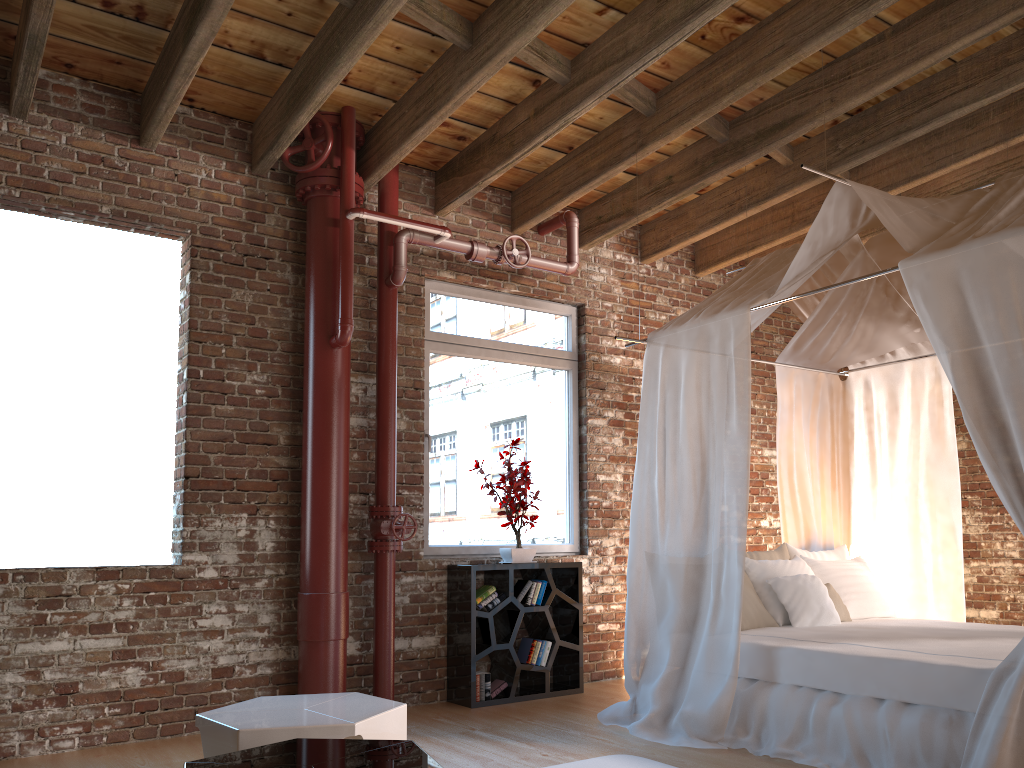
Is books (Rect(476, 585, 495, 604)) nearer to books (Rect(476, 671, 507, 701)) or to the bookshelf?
the bookshelf

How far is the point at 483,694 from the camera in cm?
518

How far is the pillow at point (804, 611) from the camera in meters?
4.7 m

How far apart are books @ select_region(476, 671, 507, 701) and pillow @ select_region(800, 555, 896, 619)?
1.96m

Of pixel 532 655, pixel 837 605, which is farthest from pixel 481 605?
pixel 837 605

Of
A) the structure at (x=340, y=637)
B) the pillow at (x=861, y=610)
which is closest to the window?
the structure at (x=340, y=637)

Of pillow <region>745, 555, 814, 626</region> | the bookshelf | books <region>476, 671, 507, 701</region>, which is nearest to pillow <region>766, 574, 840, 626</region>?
pillow <region>745, 555, 814, 626</region>

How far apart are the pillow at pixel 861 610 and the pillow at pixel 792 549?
0.1m

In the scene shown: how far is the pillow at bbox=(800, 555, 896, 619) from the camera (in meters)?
5.15

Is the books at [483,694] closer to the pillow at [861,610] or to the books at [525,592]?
the books at [525,592]
